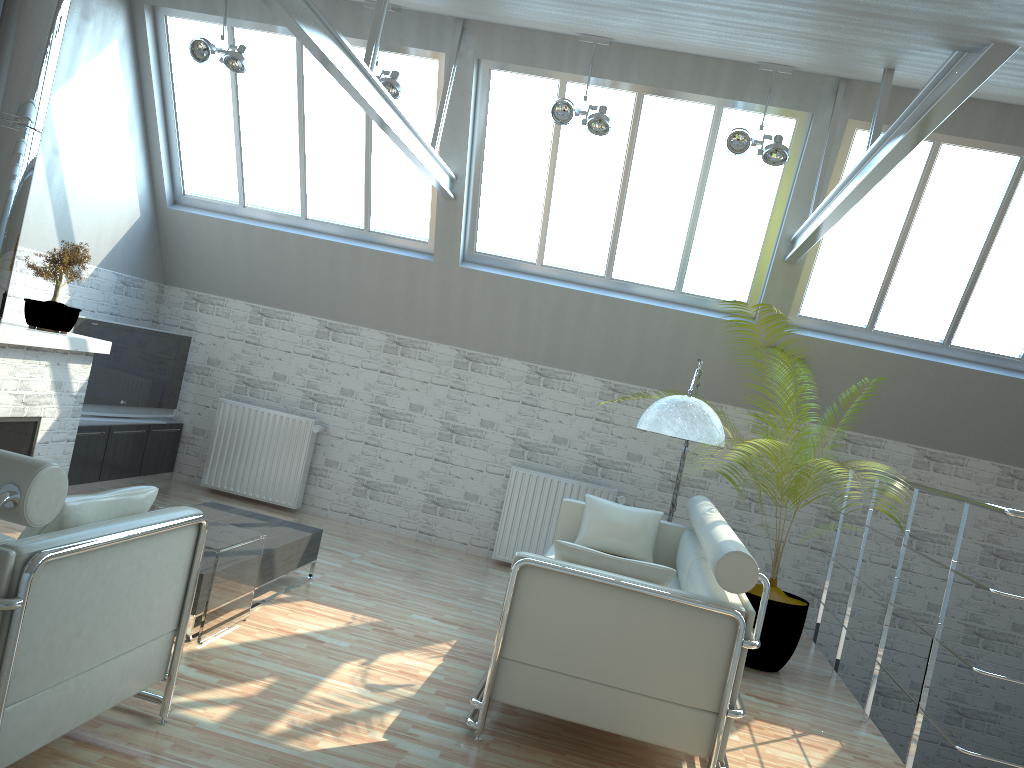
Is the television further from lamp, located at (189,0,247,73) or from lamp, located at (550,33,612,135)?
lamp, located at (550,33,612,135)

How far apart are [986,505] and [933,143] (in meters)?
5.82

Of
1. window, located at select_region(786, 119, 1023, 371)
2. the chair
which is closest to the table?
the chair

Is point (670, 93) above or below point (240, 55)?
above

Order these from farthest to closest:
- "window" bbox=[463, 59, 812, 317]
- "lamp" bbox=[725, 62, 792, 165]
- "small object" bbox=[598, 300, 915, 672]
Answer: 1. "window" bbox=[463, 59, 812, 317]
2. "small object" bbox=[598, 300, 915, 672]
3. "lamp" bbox=[725, 62, 792, 165]

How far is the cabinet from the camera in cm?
1284

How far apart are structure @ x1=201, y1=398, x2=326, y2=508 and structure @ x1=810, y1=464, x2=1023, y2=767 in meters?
8.3 m

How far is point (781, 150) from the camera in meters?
10.8

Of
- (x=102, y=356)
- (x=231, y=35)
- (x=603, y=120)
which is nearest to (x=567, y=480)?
(x=603, y=120)

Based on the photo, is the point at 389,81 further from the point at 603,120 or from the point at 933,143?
the point at 933,143
